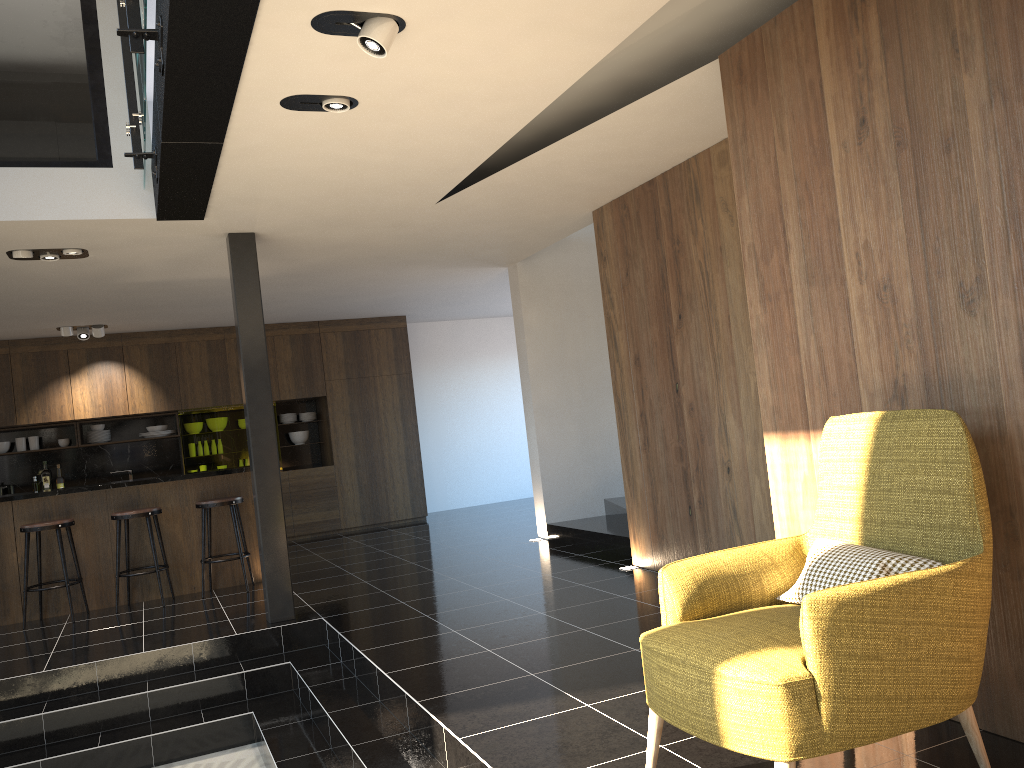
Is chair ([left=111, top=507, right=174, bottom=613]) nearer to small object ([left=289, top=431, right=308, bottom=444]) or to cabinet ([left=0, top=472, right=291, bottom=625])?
cabinet ([left=0, top=472, right=291, bottom=625])

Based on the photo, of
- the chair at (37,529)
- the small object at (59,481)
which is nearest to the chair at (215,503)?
the chair at (37,529)

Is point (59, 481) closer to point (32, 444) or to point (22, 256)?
point (32, 444)

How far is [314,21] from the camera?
3.17m

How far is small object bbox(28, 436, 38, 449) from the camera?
10.3m

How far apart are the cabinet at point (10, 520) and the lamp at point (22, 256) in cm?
222

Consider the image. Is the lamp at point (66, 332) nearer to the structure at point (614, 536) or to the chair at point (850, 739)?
the structure at point (614, 536)

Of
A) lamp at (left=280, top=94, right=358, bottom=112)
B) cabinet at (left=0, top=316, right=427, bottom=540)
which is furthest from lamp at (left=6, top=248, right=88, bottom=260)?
cabinet at (left=0, top=316, right=427, bottom=540)

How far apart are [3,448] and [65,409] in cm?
Result: 94

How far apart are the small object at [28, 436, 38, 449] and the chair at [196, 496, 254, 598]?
4.0 meters
